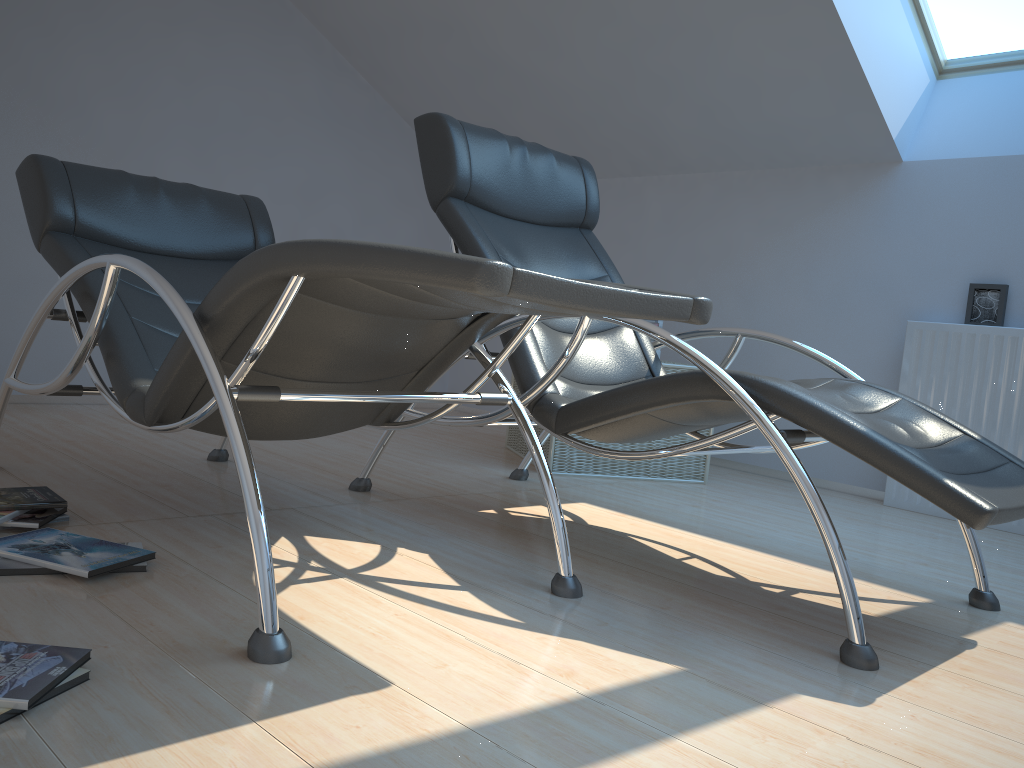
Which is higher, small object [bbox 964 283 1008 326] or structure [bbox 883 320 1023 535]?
small object [bbox 964 283 1008 326]

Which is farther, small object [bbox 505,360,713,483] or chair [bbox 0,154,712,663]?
small object [bbox 505,360,713,483]

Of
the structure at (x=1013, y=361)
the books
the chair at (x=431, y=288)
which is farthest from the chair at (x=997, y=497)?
the structure at (x=1013, y=361)

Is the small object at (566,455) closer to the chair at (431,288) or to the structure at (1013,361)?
the structure at (1013,361)

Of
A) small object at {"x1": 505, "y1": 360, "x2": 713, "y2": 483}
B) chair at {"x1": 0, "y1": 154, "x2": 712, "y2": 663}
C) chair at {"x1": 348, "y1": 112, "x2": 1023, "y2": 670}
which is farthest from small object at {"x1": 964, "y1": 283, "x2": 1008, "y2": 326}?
chair at {"x1": 0, "y1": 154, "x2": 712, "y2": 663}

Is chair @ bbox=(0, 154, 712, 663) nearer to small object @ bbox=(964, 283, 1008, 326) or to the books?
the books

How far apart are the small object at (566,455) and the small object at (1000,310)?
1.1m

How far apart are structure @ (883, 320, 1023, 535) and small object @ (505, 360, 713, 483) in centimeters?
77cm

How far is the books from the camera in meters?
1.2 m

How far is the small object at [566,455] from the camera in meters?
3.7
